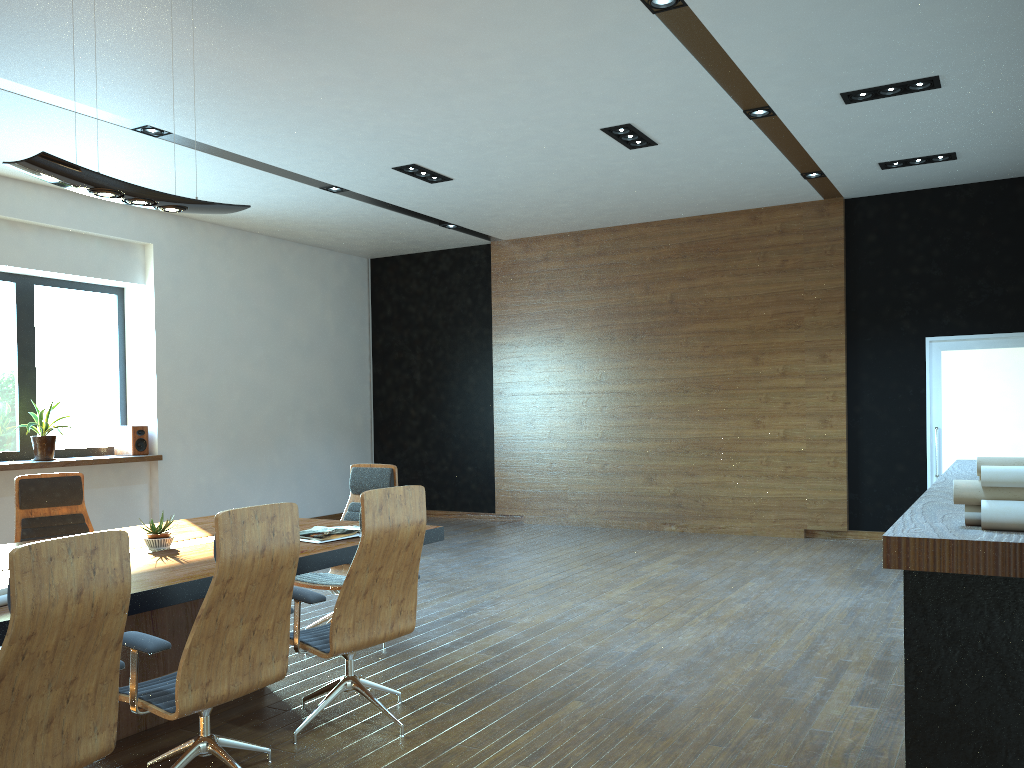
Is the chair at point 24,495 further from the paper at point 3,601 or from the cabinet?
the cabinet

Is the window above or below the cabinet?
above

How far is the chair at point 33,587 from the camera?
2.4 meters

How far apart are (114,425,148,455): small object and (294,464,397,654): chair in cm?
456

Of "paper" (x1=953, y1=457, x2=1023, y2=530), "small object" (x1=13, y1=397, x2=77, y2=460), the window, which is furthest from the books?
the window

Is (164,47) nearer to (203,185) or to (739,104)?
(203,185)

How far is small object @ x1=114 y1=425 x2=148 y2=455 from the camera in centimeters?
945cm

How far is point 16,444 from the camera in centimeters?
881cm

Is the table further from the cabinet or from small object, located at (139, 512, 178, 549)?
the cabinet

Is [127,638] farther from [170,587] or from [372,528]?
[372,528]
